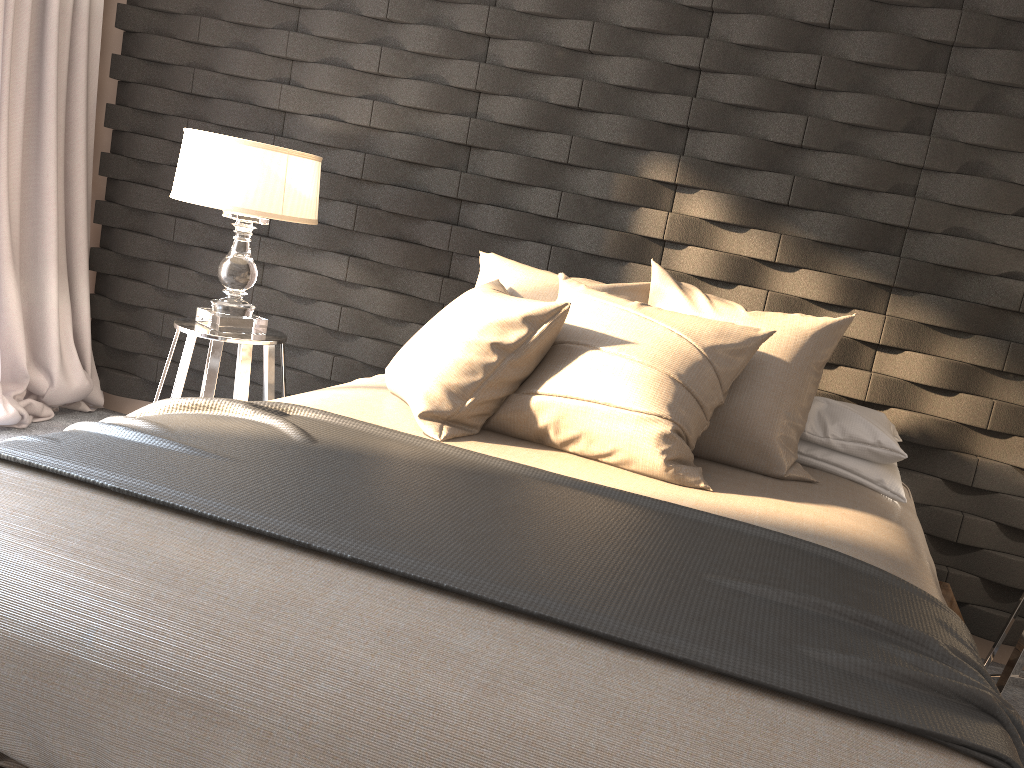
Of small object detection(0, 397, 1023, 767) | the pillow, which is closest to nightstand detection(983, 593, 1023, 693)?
the pillow

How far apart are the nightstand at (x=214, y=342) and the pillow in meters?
0.8

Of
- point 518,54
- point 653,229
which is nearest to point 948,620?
point 653,229

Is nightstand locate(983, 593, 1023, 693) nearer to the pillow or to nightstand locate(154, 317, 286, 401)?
the pillow

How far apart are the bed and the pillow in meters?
Answer: 0.0 m

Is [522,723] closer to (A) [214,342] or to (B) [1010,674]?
(B) [1010,674]

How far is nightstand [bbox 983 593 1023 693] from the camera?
2.4 meters

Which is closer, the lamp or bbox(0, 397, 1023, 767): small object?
bbox(0, 397, 1023, 767): small object

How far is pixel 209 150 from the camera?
2.8 meters

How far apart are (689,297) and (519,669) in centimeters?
156cm
